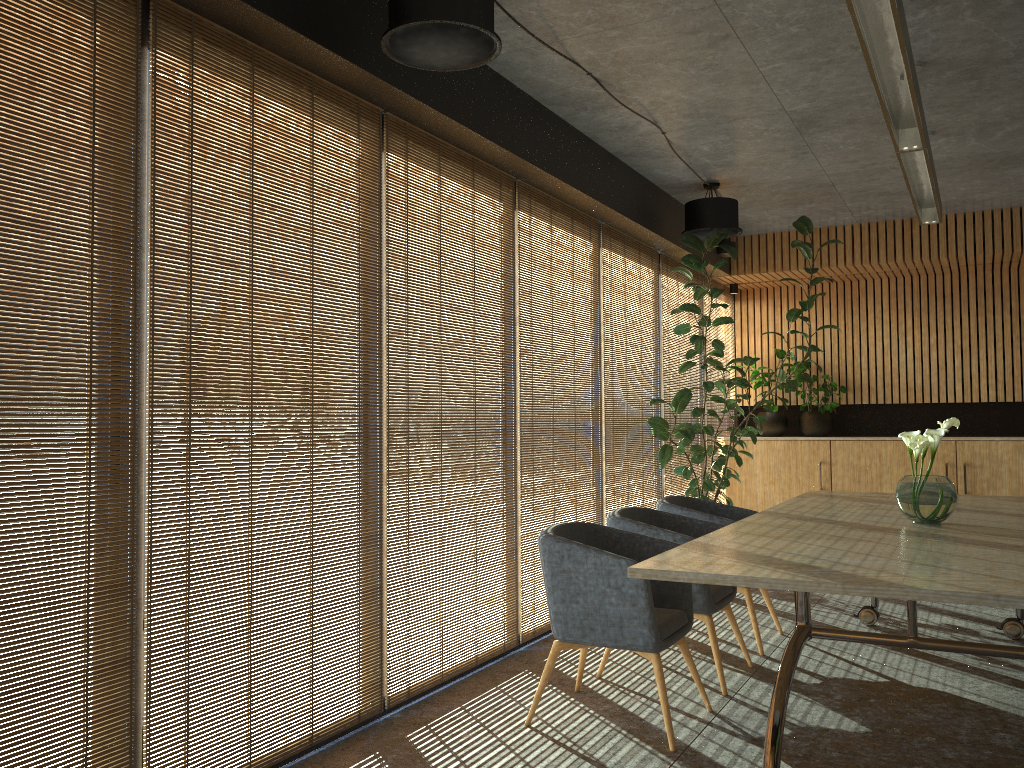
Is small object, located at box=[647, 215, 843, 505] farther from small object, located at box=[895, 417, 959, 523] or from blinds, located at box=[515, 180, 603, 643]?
small object, located at box=[895, 417, 959, 523]

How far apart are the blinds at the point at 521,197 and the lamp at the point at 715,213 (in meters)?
0.93

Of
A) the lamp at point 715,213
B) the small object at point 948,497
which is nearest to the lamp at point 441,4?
the small object at point 948,497

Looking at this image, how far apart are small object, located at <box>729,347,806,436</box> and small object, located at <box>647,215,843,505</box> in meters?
1.1

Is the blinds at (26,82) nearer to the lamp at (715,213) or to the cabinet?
the lamp at (715,213)

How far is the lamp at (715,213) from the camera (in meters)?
7.39

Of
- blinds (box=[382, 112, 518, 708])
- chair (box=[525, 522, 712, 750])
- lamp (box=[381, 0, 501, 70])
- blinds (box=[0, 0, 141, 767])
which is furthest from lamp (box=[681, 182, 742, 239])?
blinds (box=[0, 0, 141, 767])

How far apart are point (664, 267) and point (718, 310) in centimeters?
196cm

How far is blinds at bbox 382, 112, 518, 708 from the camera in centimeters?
461cm

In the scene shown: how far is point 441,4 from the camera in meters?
3.6
